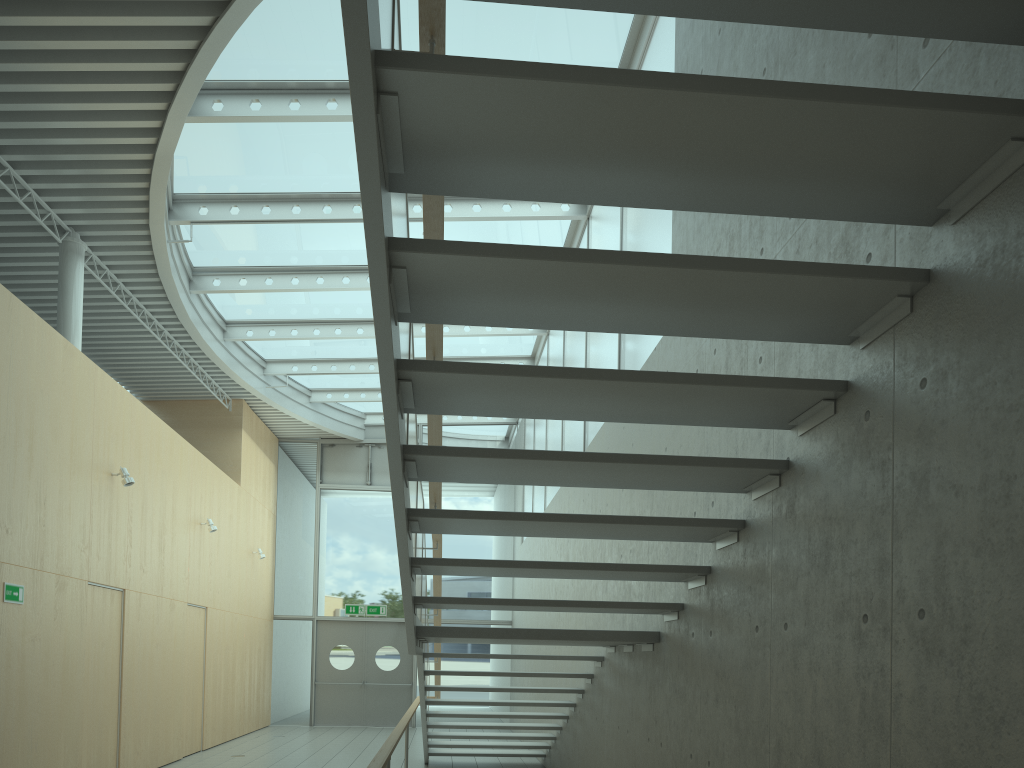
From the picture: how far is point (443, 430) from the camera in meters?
17.6

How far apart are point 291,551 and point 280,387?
3.65m

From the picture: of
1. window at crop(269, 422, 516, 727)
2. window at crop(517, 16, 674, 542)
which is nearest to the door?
window at crop(269, 422, 516, 727)

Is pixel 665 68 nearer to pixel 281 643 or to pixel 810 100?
pixel 810 100

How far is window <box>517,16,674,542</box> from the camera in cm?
636

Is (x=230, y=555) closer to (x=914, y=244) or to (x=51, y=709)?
(x=51, y=709)

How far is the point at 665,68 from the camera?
6.4 meters

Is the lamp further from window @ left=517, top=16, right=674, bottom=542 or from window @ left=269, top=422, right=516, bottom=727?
window @ left=269, top=422, right=516, bottom=727

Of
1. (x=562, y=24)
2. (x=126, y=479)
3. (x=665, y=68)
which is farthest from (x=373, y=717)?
(x=665, y=68)

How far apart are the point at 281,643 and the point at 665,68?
13.19m
